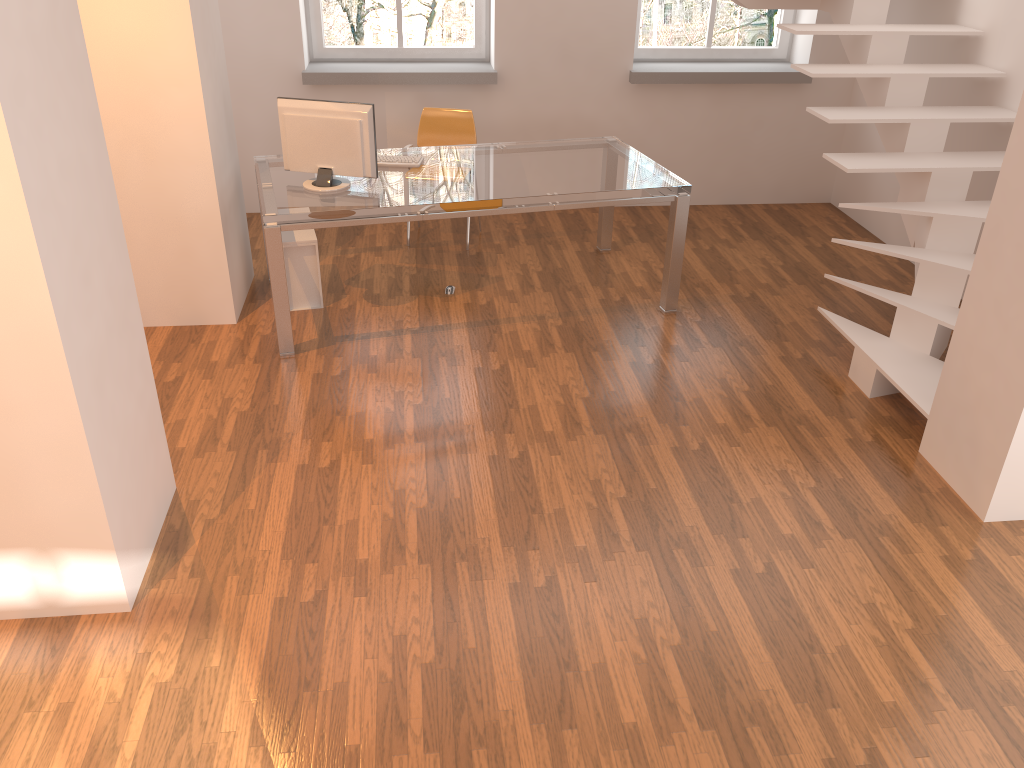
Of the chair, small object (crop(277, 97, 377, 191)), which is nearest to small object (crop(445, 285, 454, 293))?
small object (crop(277, 97, 377, 191))

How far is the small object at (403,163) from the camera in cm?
494

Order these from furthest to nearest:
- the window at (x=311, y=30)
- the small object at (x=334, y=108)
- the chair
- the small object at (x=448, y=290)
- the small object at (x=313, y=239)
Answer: the window at (x=311, y=30) → the chair → the small object at (x=448, y=290) → the small object at (x=313, y=239) → the small object at (x=334, y=108)

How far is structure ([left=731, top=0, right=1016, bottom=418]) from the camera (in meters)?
4.27

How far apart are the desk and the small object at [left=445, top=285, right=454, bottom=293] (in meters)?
0.73

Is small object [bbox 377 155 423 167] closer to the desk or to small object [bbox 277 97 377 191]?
the desk

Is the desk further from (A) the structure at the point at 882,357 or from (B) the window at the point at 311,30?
(B) the window at the point at 311,30

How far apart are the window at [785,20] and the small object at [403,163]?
2.47m

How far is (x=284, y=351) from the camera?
4.6m

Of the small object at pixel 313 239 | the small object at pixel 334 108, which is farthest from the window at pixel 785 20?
the small object at pixel 313 239
